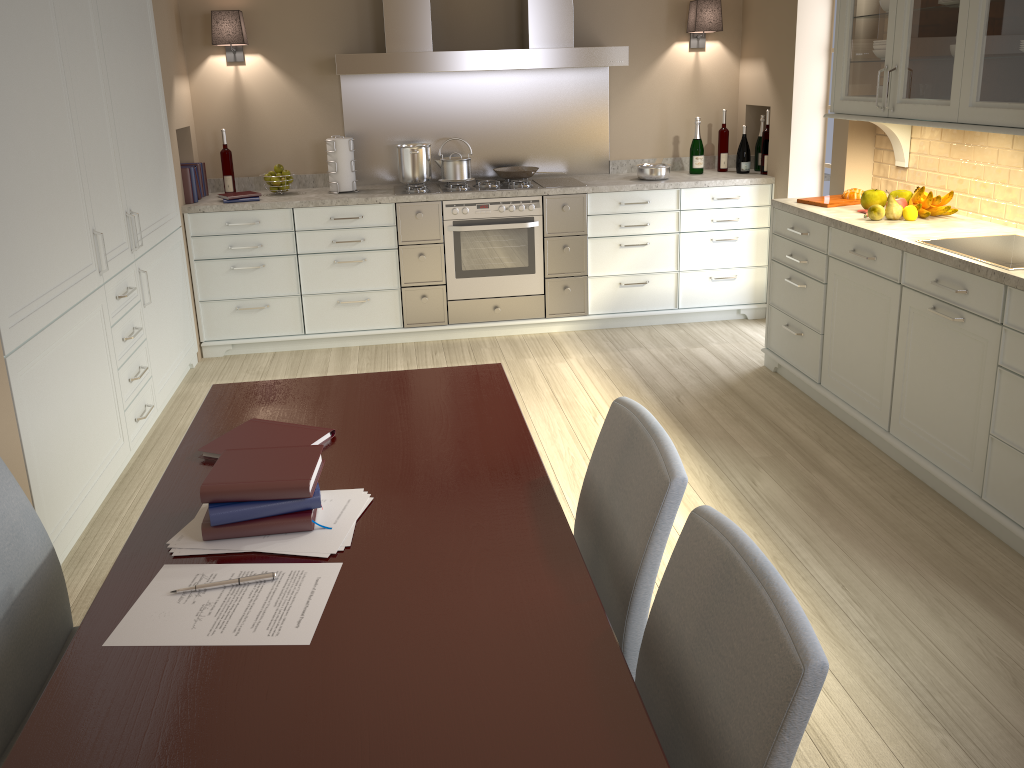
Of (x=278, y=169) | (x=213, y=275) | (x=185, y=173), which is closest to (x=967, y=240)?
(x=278, y=169)

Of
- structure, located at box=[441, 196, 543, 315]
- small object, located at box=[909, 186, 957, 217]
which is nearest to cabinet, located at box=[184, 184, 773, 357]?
structure, located at box=[441, 196, 543, 315]

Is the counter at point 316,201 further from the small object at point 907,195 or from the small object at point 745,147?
the small object at point 907,195

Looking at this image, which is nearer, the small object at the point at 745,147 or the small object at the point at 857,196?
the small object at the point at 857,196

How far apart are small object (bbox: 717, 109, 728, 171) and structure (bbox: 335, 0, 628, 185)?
0.7m

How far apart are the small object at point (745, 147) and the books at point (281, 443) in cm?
382

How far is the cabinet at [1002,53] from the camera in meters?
2.8

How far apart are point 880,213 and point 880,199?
0.2m

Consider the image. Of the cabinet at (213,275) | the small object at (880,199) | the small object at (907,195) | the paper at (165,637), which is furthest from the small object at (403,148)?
the paper at (165,637)

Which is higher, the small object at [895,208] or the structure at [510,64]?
the structure at [510,64]
